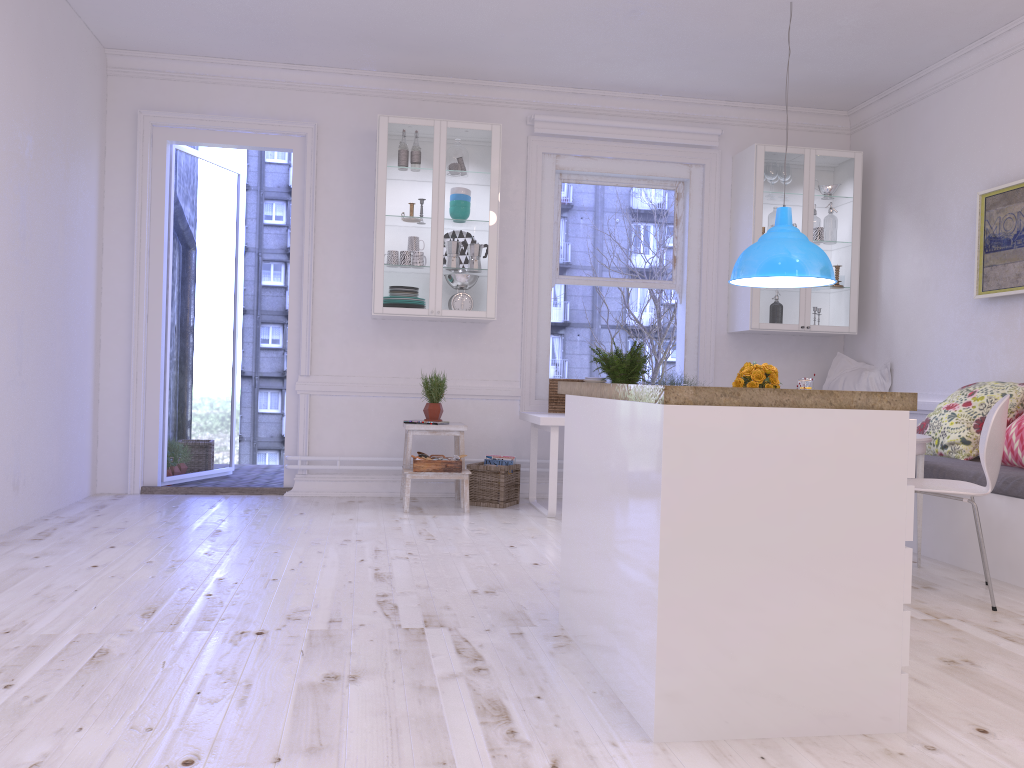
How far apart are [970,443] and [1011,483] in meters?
0.8 m

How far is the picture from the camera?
4.90m

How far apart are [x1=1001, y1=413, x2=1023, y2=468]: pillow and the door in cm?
432

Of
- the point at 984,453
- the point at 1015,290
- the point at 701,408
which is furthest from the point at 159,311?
the point at 1015,290

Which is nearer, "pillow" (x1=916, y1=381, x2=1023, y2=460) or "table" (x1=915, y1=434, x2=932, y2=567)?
"table" (x1=915, y1=434, x2=932, y2=567)

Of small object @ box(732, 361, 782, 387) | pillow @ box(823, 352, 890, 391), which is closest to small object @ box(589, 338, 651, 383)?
small object @ box(732, 361, 782, 387)

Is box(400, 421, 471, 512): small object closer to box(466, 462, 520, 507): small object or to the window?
box(466, 462, 520, 507): small object

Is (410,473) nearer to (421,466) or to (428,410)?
(421,466)

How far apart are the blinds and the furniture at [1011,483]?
2.86m

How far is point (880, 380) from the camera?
6.2 meters
